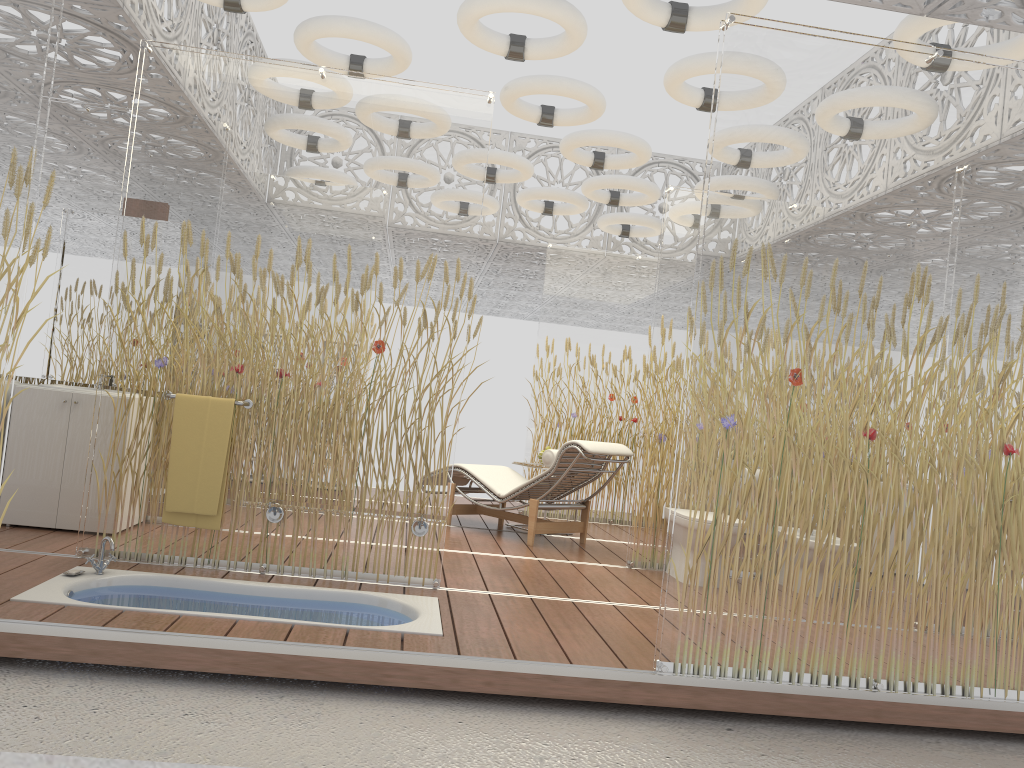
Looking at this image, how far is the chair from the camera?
6.4 meters

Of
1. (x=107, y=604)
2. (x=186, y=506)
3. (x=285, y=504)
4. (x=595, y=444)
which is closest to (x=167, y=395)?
(x=186, y=506)

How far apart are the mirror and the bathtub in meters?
1.8

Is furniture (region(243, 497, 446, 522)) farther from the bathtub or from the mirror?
the mirror

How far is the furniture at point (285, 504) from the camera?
4.26m

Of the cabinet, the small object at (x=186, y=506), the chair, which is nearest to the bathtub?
the small object at (x=186, y=506)

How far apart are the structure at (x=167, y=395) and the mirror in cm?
148

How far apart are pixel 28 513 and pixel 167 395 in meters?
1.4

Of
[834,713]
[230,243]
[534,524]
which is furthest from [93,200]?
[834,713]

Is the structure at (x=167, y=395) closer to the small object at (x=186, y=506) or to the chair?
the small object at (x=186, y=506)
